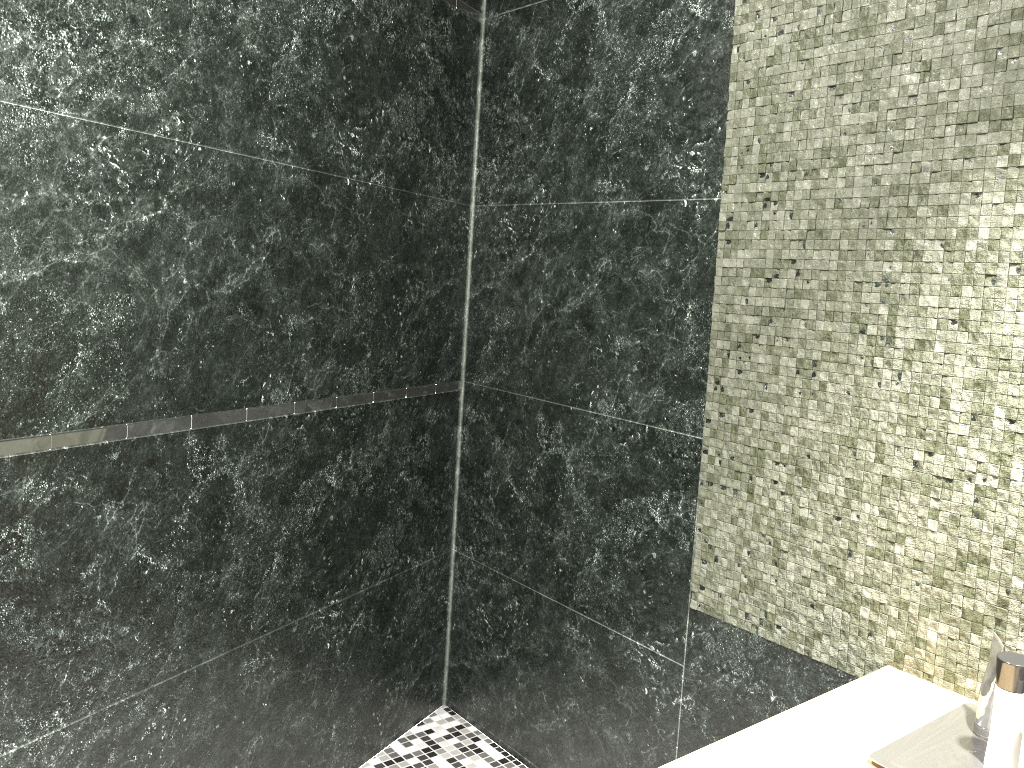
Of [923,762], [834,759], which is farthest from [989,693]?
[834,759]

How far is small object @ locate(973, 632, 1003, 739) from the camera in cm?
133

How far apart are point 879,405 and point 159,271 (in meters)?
1.42

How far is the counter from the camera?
1.3m

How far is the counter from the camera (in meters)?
1.27

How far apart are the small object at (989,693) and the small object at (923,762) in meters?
0.0 m

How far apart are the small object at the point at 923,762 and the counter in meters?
0.0 m

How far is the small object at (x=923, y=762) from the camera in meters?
1.3

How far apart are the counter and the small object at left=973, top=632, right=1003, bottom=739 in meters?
0.1
